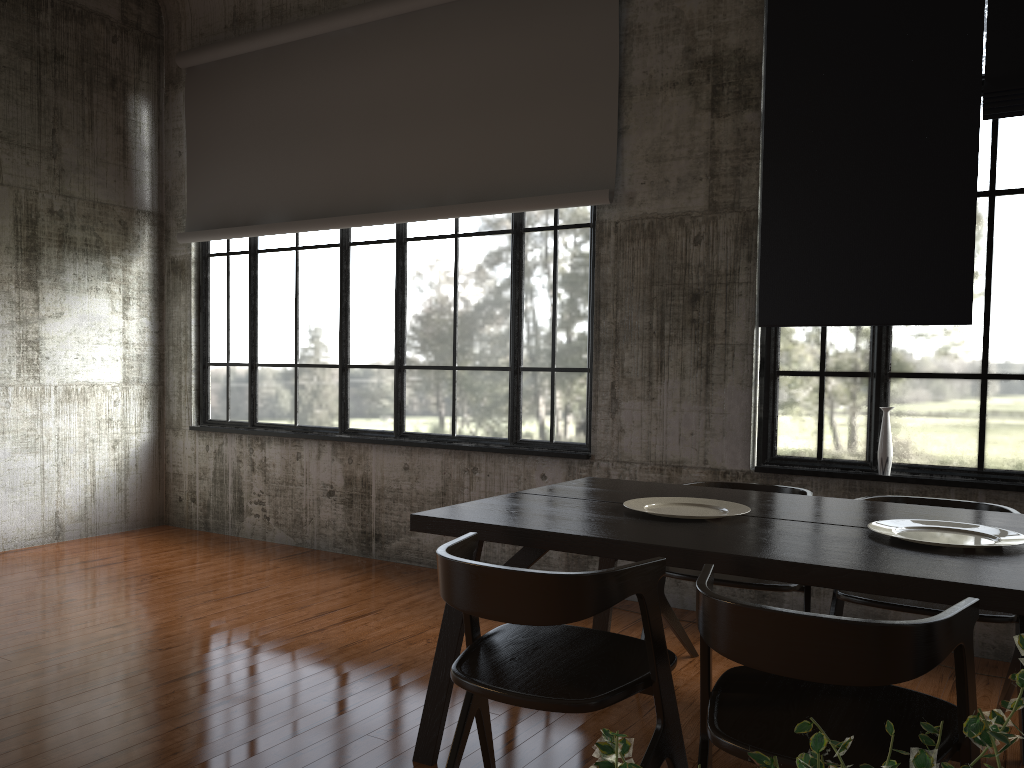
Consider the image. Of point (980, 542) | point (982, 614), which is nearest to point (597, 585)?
point (980, 542)

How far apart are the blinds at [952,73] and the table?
1.62m

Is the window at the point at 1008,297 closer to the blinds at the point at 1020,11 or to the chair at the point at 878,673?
the blinds at the point at 1020,11

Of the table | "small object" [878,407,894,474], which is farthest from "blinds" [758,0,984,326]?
the table

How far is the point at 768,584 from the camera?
4.12m

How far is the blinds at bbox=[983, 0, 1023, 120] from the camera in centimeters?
489cm

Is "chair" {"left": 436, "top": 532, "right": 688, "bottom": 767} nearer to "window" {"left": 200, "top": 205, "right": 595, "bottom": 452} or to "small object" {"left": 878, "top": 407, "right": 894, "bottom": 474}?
"small object" {"left": 878, "top": 407, "right": 894, "bottom": 474}

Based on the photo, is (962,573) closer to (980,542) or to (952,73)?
(980,542)

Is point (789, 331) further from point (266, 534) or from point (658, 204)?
point (266, 534)

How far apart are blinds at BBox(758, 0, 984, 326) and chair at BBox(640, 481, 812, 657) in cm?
126
